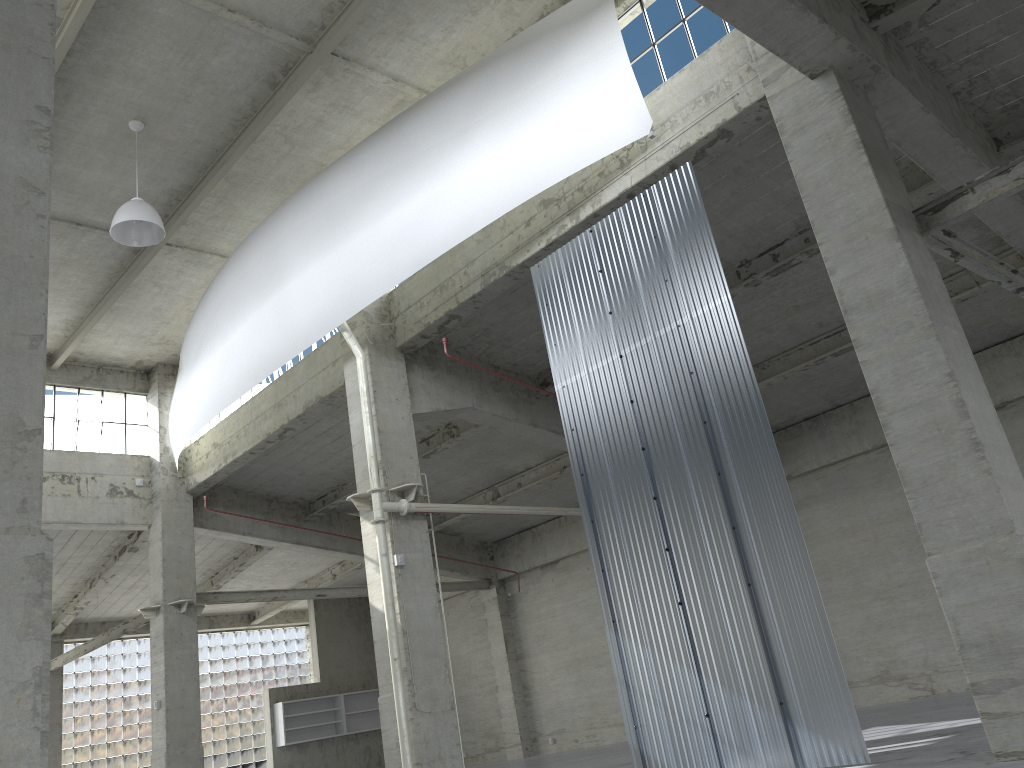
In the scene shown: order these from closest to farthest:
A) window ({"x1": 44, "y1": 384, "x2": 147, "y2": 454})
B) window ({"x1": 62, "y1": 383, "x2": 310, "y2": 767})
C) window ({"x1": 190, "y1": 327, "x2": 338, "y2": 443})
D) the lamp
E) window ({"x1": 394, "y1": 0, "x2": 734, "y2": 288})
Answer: window ({"x1": 394, "y1": 0, "x2": 734, "y2": 288}), the lamp, window ({"x1": 190, "y1": 327, "x2": 338, "y2": 443}), window ({"x1": 44, "y1": 384, "x2": 147, "y2": 454}), window ({"x1": 62, "y1": 383, "x2": 310, "y2": 767})

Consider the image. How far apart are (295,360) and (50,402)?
9.5 meters

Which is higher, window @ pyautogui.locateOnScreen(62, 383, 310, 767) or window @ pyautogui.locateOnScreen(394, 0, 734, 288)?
window @ pyautogui.locateOnScreen(394, 0, 734, 288)

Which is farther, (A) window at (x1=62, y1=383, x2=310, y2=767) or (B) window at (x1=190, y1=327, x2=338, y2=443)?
(A) window at (x1=62, y1=383, x2=310, y2=767)

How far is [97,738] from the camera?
39.7 meters

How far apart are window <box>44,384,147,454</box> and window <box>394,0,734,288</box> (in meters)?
22.21

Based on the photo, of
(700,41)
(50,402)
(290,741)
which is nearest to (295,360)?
(50,402)

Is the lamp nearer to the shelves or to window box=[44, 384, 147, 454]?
window box=[44, 384, 147, 454]

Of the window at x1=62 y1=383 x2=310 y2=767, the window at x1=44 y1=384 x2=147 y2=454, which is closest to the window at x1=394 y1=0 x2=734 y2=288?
the window at x1=44 y1=384 x2=147 y2=454

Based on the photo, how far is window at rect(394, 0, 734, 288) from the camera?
16.86m
